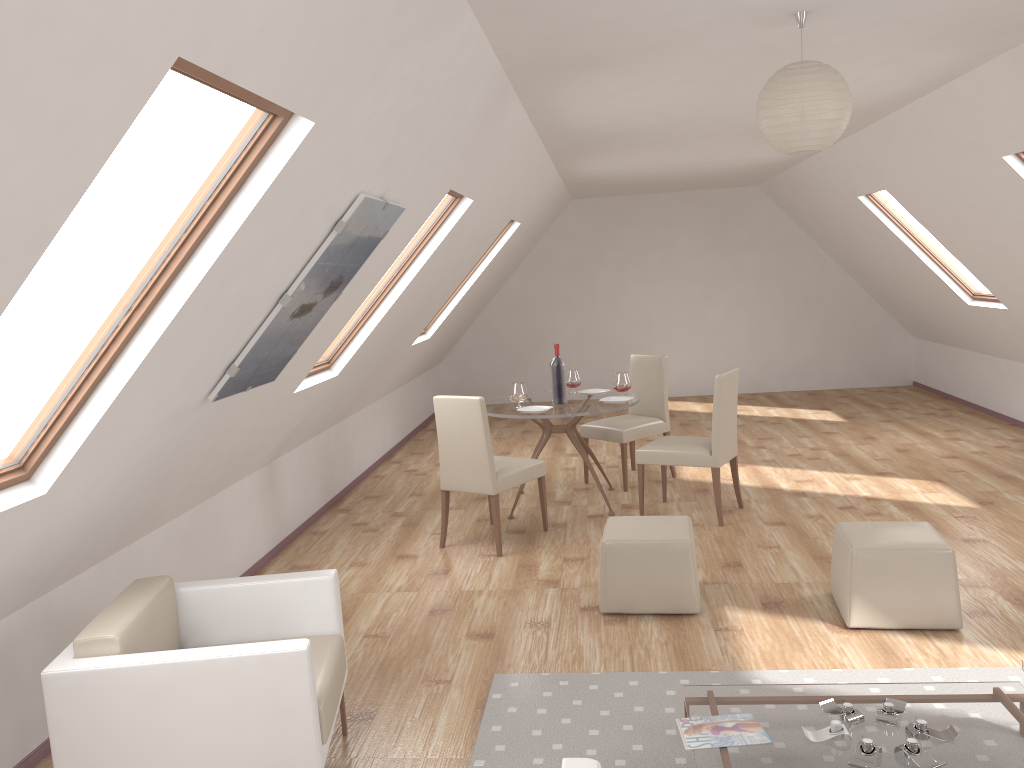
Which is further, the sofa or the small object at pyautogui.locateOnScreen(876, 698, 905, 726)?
the small object at pyautogui.locateOnScreen(876, 698, 905, 726)

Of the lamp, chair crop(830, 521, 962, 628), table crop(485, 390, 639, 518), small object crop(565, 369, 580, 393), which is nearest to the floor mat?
chair crop(830, 521, 962, 628)

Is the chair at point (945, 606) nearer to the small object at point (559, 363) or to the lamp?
the lamp

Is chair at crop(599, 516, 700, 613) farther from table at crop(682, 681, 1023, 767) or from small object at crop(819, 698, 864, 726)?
small object at crop(819, 698, 864, 726)

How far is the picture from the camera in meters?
3.4

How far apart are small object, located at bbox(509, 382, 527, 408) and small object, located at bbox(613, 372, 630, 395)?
0.7 meters

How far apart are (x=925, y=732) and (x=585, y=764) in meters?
1.4 m

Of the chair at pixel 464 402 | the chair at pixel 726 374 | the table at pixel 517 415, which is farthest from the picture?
the chair at pixel 726 374

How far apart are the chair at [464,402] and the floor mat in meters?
1.7

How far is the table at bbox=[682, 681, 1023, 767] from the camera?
2.72m
